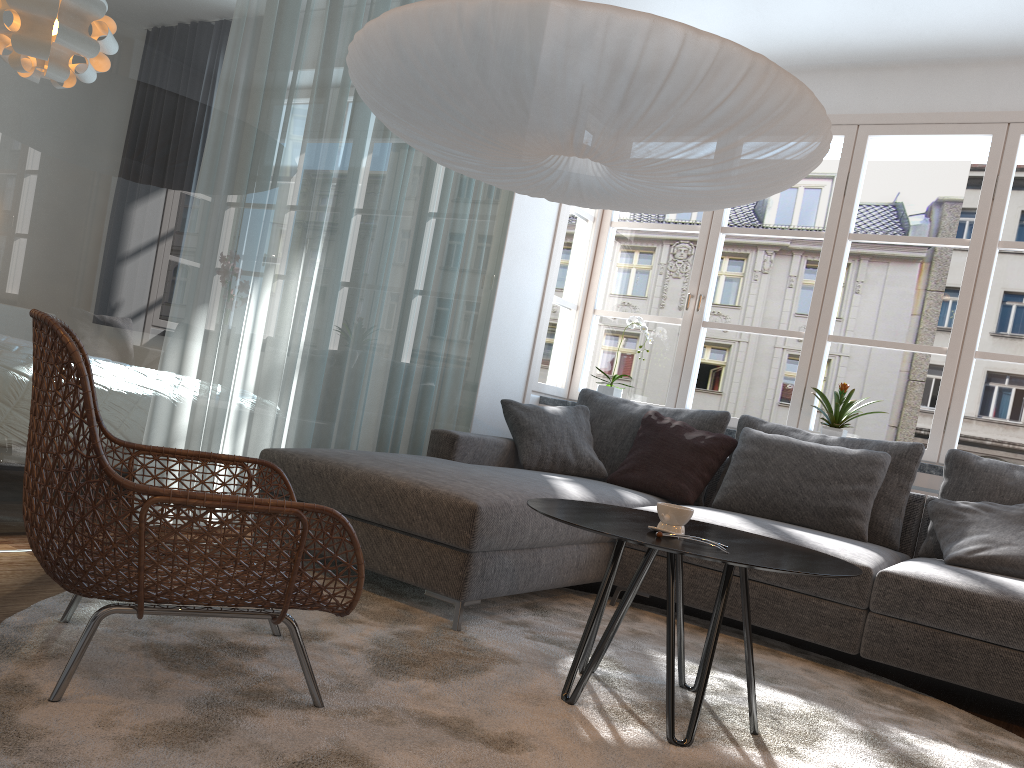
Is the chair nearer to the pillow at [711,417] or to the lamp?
the lamp

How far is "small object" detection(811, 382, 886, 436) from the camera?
4.3 meters

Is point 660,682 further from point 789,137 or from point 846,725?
point 789,137

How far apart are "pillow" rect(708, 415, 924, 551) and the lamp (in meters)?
1.48

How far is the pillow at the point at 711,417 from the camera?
4.26m

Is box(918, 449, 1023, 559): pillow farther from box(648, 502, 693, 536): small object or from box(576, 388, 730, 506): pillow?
box(648, 502, 693, 536): small object

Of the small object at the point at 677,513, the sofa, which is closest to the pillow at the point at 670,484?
the sofa

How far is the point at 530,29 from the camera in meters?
2.1 m

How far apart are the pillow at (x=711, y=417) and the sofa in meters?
0.1 m

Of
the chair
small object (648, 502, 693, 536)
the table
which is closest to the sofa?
the table
